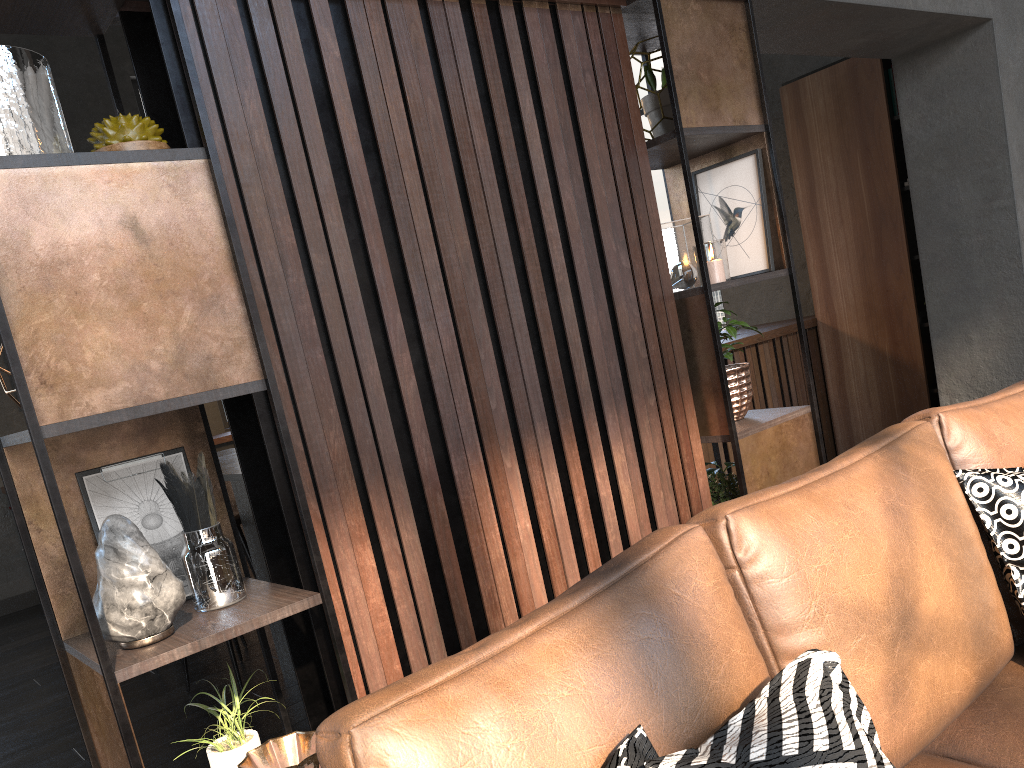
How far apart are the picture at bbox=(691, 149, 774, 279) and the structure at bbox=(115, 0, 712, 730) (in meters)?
0.38

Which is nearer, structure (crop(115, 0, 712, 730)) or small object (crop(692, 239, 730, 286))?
structure (crop(115, 0, 712, 730))

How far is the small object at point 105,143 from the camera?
1.6 meters

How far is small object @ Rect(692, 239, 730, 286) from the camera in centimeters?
253cm

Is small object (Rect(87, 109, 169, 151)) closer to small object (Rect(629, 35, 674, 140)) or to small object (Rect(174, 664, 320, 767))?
small object (Rect(174, 664, 320, 767))

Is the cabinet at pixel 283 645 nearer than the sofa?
No

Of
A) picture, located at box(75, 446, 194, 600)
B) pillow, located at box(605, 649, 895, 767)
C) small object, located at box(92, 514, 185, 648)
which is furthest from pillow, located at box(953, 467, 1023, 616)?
picture, located at box(75, 446, 194, 600)

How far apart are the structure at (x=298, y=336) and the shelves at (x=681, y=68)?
0.0 meters

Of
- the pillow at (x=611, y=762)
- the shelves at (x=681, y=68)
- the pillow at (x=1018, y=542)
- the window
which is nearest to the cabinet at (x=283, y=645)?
the window

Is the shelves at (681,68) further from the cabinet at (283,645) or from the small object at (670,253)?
the cabinet at (283,645)
